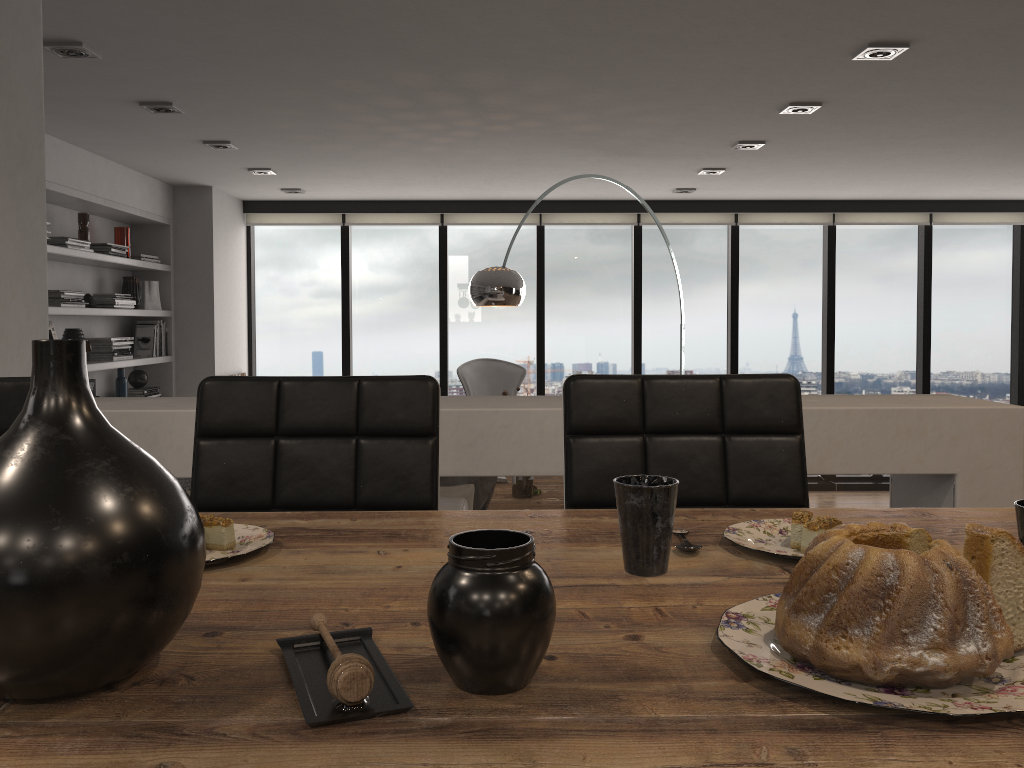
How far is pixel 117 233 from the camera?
6.04m

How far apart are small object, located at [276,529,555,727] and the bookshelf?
4.8m

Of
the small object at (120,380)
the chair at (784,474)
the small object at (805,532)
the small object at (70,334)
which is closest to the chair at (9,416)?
the chair at (784,474)

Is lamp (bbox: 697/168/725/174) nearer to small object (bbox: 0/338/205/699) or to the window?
the window

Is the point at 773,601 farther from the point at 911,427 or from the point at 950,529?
the point at 911,427

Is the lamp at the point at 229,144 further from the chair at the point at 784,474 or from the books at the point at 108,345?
the chair at the point at 784,474

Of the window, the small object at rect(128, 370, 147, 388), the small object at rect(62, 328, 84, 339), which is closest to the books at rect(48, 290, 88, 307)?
the small object at rect(62, 328, 84, 339)

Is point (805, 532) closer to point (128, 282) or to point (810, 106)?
point (810, 106)

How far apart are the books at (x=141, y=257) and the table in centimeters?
564cm

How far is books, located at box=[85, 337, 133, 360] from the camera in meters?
5.8
